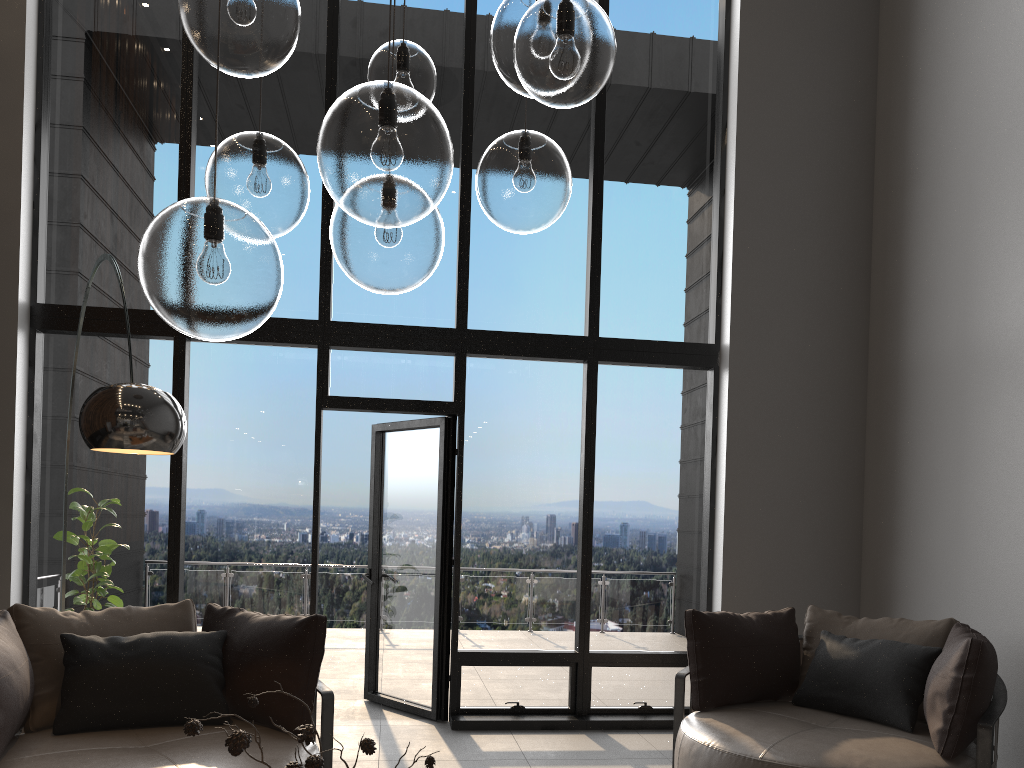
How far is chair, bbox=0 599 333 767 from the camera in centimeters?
309cm

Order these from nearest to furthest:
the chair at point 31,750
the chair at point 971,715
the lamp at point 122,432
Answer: the lamp at point 122,432
the chair at point 31,750
the chair at point 971,715

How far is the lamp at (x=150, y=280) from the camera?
1.47m

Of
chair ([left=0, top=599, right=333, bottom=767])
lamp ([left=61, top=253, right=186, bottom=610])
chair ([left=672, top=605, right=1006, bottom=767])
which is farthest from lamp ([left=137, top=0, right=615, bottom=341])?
chair ([left=672, top=605, right=1006, bottom=767])

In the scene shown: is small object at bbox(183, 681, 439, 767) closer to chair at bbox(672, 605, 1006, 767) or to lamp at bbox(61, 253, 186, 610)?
lamp at bbox(61, 253, 186, 610)

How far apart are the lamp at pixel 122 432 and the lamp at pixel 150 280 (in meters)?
0.91

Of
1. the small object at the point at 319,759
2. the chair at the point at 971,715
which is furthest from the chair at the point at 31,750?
the chair at the point at 971,715

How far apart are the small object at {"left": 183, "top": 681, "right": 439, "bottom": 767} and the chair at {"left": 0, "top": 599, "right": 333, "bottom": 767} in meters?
1.4 m

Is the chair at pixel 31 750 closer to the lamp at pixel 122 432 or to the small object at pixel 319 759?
the lamp at pixel 122 432

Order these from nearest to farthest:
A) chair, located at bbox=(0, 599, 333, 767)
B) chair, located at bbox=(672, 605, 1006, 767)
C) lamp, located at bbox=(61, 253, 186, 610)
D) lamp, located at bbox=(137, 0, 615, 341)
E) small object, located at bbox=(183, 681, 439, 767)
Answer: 1. lamp, located at bbox=(137, 0, 615, 341)
2. small object, located at bbox=(183, 681, 439, 767)
3. lamp, located at bbox=(61, 253, 186, 610)
4. chair, located at bbox=(0, 599, 333, 767)
5. chair, located at bbox=(672, 605, 1006, 767)
